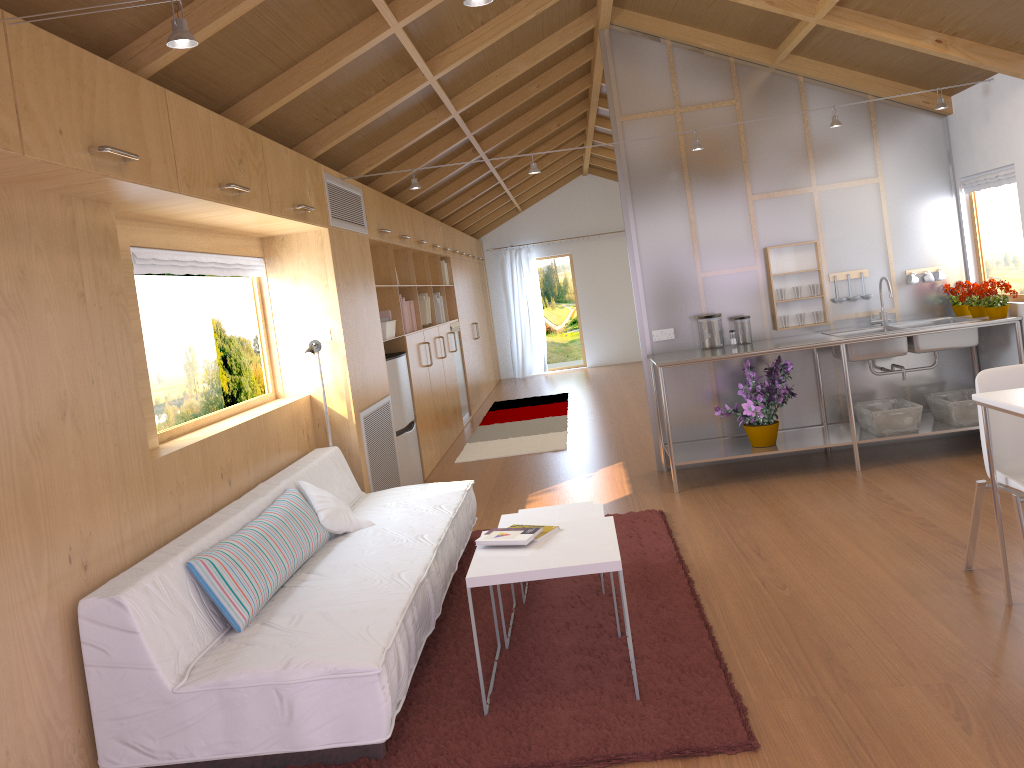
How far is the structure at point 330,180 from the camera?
4.97m

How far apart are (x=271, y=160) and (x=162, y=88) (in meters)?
1.05

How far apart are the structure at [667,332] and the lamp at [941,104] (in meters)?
1.27

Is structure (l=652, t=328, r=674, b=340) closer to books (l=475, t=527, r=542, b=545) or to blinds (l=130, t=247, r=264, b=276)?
blinds (l=130, t=247, r=264, b=276)

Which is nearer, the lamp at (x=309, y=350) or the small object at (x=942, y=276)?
the lamp at (x=309, y=350)

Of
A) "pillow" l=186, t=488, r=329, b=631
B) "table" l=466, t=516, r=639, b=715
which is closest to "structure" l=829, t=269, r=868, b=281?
"table" l=466, t=516, r=639, b=715

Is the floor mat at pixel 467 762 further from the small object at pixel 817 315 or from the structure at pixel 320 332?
the small object at pixel 817 315

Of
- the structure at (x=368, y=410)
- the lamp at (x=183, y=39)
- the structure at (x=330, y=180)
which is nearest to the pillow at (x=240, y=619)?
the structure at (x=368, y=410)

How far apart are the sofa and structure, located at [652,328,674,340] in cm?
182

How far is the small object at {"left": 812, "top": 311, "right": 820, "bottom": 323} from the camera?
5.7m
